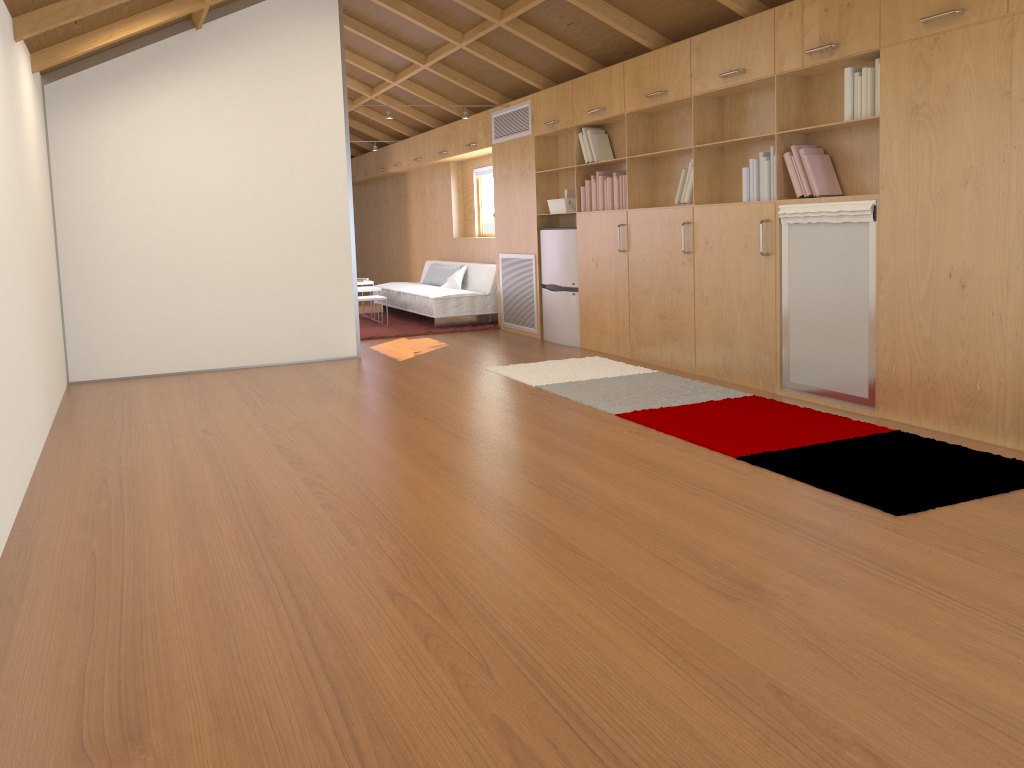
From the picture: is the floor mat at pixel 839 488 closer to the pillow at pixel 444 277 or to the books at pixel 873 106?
the books at pixel 873 106

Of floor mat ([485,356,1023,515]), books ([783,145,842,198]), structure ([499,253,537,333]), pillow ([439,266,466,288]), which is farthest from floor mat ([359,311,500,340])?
books ([783,145,842,198])

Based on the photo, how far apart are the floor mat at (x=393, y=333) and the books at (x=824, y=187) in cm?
437

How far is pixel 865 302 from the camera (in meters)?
4.44

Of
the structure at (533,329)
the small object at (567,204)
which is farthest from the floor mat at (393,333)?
the small object at (567,204)

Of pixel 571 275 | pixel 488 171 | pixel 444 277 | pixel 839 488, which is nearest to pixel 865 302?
pixel 839 488

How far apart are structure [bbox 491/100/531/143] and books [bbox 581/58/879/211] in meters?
1.2 m

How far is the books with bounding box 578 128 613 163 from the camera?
6.8m

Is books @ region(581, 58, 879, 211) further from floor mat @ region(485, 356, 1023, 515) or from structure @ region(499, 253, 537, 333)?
structure @ region(499, 253, 537, 333)

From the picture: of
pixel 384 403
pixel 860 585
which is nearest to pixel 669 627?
pixel 860 585
